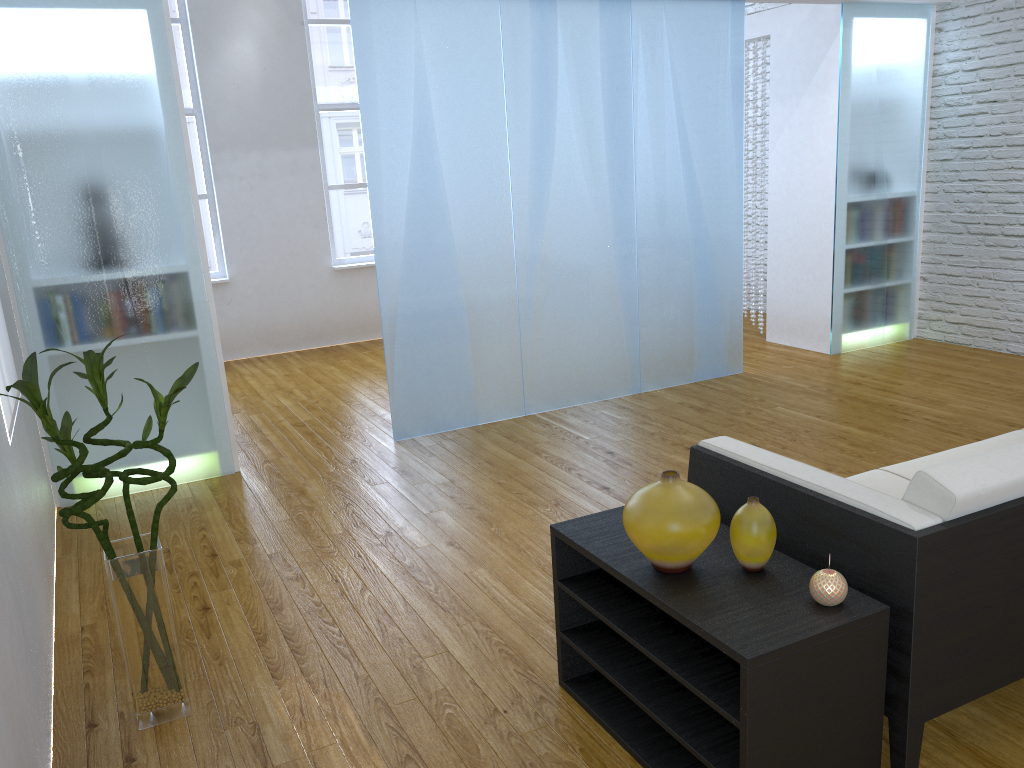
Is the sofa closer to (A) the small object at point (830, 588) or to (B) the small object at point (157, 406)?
(A) the small object at point (830, 588)

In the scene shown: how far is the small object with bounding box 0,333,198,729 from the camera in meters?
2.0 m

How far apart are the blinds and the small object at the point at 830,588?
2.3 meters

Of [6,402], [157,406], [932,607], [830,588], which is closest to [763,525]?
[830,588]

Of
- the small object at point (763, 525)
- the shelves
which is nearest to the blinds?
the shelves

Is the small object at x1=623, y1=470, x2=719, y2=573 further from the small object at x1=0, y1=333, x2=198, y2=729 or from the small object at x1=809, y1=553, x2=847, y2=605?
A: the small object at x1=0, y1=333, x2=198, y2=729

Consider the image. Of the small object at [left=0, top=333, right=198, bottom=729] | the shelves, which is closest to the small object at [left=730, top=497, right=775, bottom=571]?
the shelves

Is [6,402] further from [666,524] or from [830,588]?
[830,588]

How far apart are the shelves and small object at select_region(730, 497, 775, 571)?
0.02m

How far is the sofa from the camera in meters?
1.7
